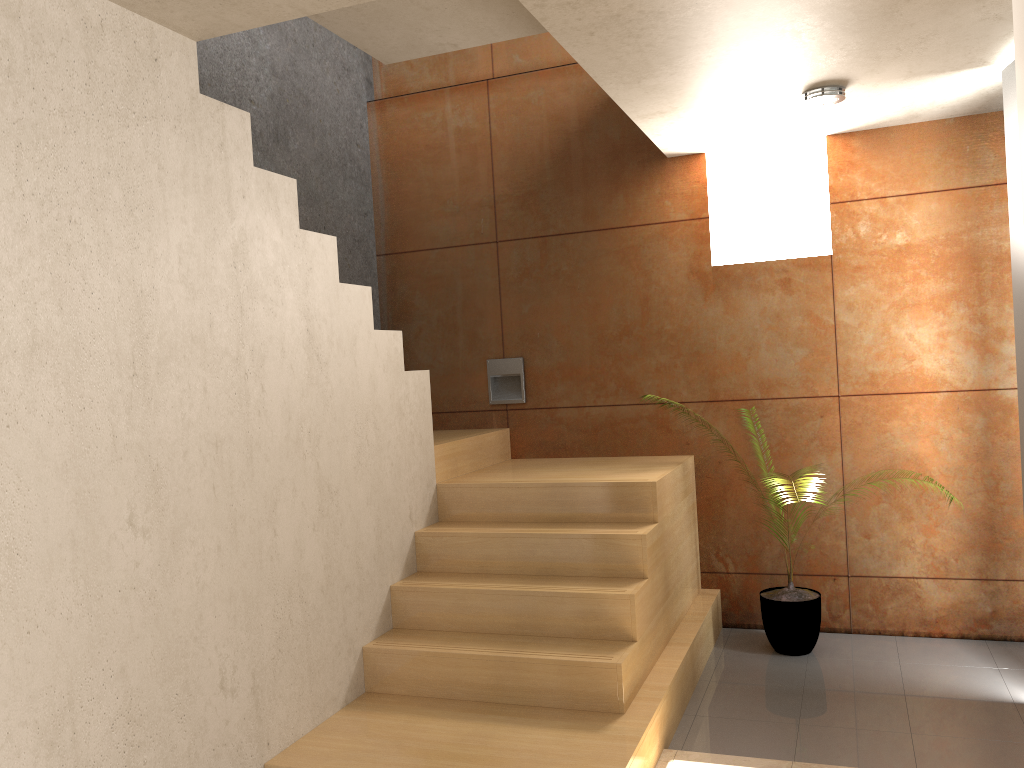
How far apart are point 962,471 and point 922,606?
0.7m

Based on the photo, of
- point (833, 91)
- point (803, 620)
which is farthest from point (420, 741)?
point (833, 91)

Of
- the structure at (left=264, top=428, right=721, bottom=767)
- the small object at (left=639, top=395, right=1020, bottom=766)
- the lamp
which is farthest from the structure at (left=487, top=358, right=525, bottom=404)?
the lamp

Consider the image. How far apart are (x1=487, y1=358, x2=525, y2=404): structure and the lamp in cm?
209

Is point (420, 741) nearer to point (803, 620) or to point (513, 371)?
point (803, 620)

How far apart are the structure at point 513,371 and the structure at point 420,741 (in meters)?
0.23

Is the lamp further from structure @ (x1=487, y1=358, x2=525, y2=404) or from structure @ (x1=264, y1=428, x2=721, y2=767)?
structure @ (x1=487, y1=358, x2=525, y2=404)

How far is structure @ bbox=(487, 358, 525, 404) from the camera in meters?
5.1 m

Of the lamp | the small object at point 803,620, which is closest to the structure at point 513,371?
the small object at point 803,620

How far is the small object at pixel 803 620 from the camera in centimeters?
417cm
